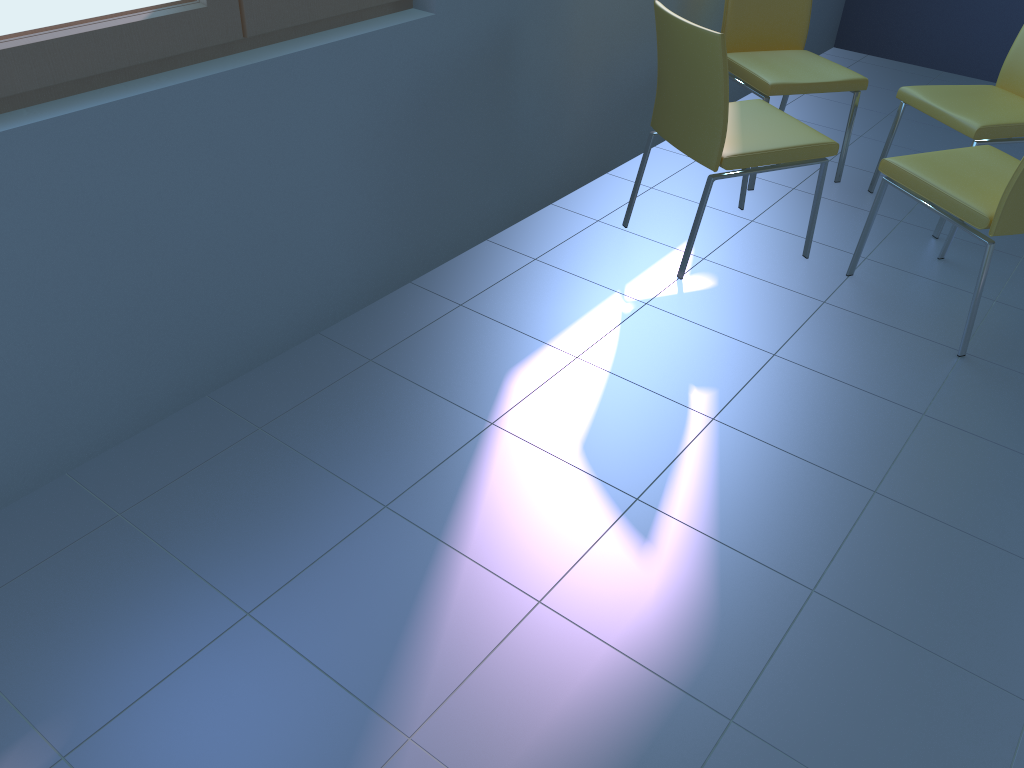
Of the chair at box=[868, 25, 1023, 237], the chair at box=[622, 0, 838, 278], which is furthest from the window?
the chair at box=[868, 25, 1023, 237]

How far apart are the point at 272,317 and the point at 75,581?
0.8 meters

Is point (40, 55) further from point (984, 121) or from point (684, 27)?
point (984, 121)

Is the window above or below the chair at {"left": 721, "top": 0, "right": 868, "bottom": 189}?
above

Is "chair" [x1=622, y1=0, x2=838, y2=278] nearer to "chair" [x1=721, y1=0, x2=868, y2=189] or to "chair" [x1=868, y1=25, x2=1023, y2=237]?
"chair" [x1=721, y1=0, x2=868, y2=189]

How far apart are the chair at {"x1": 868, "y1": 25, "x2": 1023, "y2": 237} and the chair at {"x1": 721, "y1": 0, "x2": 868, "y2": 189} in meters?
0.1

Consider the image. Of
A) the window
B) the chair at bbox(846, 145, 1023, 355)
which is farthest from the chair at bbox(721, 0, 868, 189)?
the window

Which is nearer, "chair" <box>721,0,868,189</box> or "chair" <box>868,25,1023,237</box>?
"chair" <box>868,25,1023,237</box>

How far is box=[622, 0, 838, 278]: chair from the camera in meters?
2.3 m

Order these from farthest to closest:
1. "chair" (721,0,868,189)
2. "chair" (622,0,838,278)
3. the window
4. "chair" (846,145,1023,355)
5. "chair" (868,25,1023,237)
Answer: "chair" (721,0,868,189) < "chair" (868,25,1023,237) < "chair" (622,0,838,278) < "chair" (846,145,1023,355) < the window
